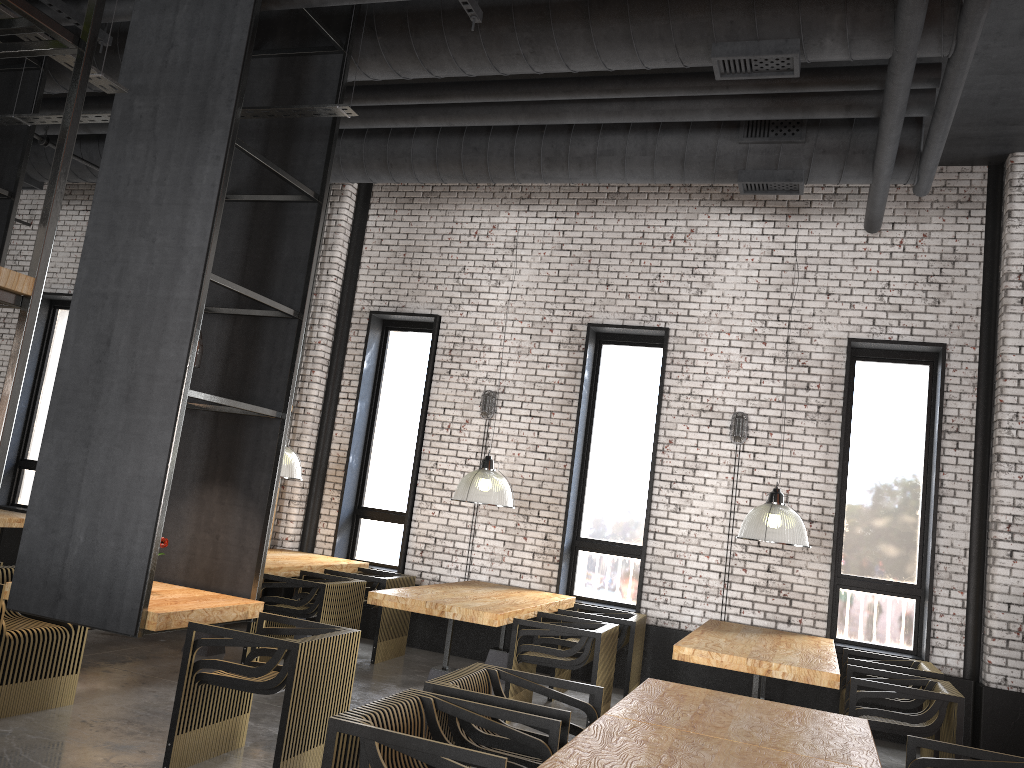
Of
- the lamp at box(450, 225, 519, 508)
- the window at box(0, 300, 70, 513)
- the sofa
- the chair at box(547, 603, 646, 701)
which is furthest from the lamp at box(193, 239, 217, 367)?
the sofa

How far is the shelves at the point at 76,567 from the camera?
4.5 meters

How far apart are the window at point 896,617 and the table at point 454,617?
→ 2.3 meters

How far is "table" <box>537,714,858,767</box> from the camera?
2.82m

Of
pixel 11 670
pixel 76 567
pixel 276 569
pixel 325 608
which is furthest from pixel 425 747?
pixel 276 569

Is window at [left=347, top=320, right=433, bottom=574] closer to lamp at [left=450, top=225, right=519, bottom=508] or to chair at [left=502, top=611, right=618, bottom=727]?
lamp at [left=450, top=225, right=519, bottom=508]

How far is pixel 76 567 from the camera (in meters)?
4.52

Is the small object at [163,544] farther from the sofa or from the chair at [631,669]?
the sofa

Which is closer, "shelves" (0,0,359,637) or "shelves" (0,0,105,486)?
"shelves" (0,0,105,486)

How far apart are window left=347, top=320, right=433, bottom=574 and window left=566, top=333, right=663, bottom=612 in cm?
189
